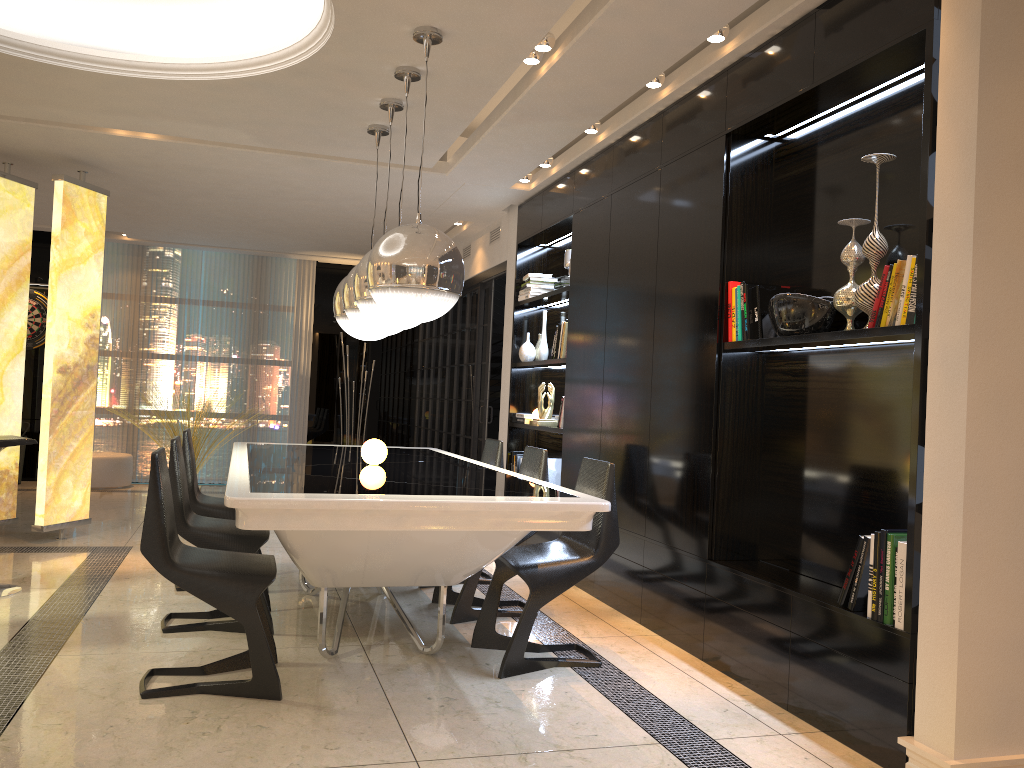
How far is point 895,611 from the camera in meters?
2.8 m

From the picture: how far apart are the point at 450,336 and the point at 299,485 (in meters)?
6.06

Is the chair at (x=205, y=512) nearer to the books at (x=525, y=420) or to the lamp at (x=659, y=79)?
the books at (x=525, y=420)

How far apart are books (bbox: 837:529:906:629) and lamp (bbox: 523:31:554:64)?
2.45m

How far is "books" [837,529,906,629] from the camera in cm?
277

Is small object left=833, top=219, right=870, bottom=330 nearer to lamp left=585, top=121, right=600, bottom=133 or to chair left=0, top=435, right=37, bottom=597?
lamp left=585, top=121, right=600, bottom=133

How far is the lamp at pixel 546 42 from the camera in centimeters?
390cm

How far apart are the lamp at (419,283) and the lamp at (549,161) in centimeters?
124cm

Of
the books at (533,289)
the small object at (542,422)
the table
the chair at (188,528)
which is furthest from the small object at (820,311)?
the books at (533,289)

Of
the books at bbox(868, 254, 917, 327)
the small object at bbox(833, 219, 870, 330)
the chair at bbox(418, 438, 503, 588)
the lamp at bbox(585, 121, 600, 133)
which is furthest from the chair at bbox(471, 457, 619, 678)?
the lamp at bbox(585, 121, 600, 133)
